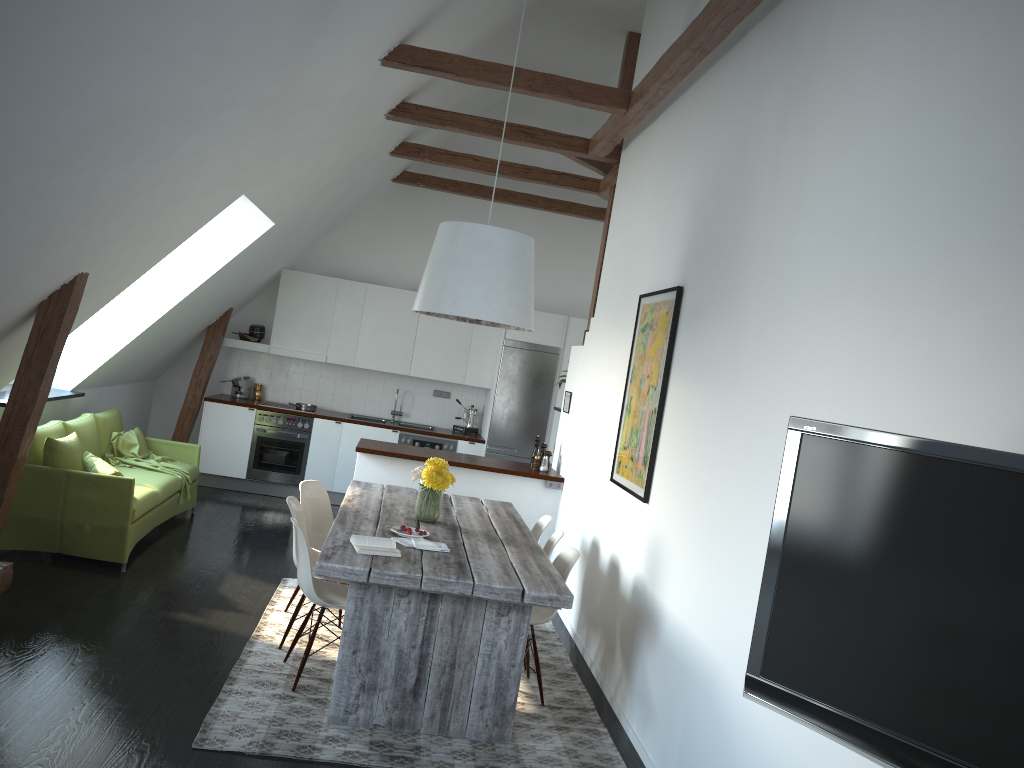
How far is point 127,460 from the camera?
7.2m

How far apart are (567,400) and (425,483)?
2.8m

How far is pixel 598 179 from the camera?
8.4 meters

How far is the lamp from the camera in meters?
4.7 m

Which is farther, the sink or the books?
the sink

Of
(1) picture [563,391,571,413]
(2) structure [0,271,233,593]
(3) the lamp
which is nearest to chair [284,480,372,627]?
(3) the lamp

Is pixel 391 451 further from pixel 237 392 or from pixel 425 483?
pixel 237 392

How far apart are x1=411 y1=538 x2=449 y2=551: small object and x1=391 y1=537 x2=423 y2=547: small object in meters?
0.0

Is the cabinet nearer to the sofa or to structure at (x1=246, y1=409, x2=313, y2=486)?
structure at (x1=246, y1=409, x2=313, y2=486)

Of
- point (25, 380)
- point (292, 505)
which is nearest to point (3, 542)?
point (25, 380)
